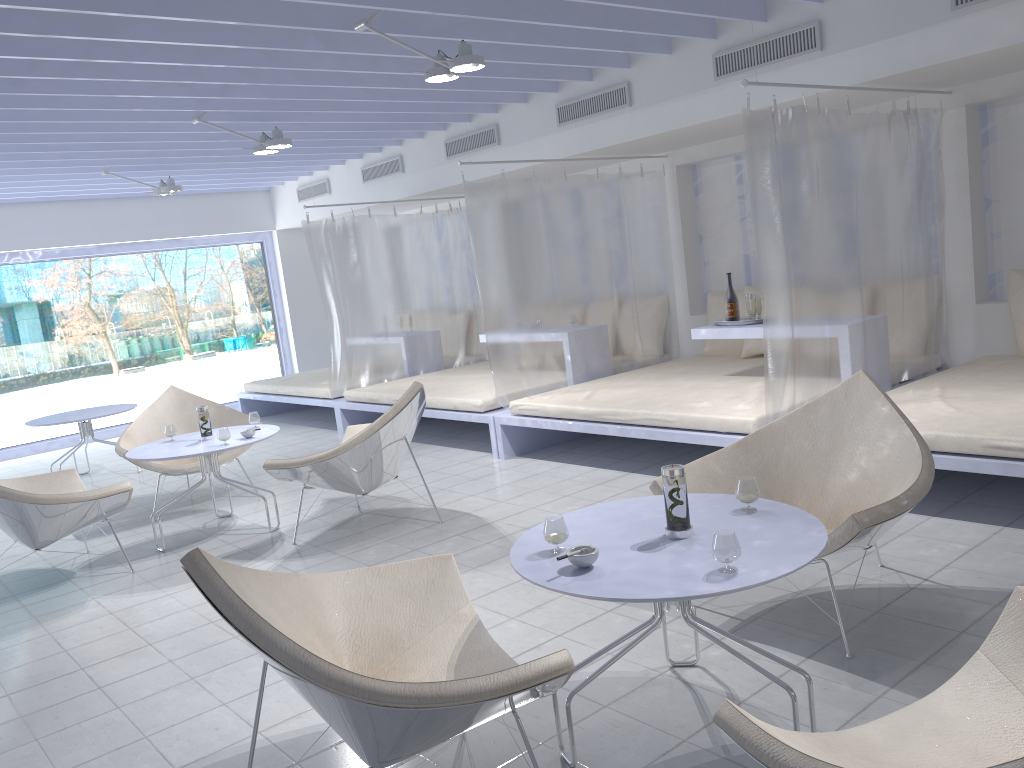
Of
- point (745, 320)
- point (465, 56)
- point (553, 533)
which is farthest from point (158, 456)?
point (745, 320)

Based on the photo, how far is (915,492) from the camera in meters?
2.7

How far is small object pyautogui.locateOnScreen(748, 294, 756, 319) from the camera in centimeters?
536cm

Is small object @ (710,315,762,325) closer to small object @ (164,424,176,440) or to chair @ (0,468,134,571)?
small object @ (164,424,176,440)

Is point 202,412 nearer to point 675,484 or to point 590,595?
point 675,484

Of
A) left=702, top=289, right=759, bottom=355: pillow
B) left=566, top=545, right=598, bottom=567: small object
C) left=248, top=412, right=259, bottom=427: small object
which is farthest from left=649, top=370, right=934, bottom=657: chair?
left=702, top=289, right=759, bottom=355: pillow

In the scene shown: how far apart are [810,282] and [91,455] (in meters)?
6.82

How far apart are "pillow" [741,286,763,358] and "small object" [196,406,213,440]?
3.71m

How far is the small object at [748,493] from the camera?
2.5 meters

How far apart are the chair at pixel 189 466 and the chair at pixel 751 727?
4.58m
